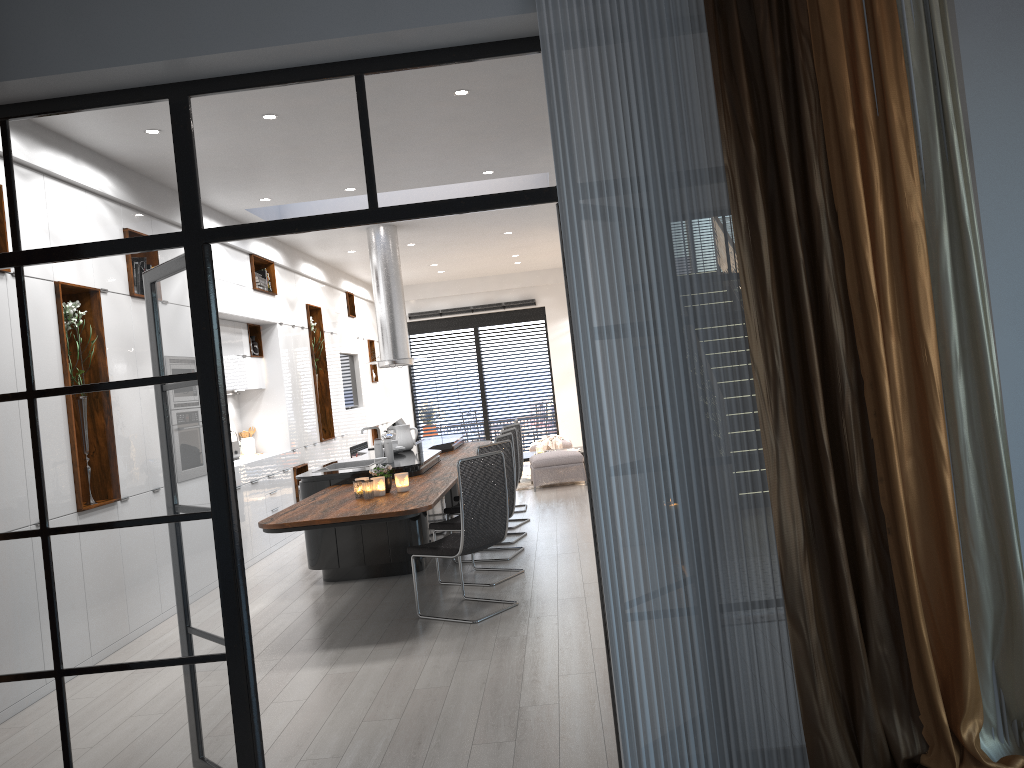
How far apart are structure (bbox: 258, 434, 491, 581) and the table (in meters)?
2.51

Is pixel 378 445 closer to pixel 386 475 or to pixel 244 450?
pixel 386 475

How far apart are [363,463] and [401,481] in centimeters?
215cm

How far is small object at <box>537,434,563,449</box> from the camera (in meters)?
13.79

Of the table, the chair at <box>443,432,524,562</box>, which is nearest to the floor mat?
the table

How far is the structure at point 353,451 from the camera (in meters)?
12.89

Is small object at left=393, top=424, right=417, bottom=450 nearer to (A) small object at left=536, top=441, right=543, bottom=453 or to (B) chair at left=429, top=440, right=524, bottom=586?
(B) chair at left=429, top=440, right=524, bottom=586

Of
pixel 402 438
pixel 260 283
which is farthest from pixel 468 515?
pixel 260 283

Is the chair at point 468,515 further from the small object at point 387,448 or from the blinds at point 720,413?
the blinds at point 720,413

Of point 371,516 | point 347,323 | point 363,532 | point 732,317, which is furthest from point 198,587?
point 347,323
